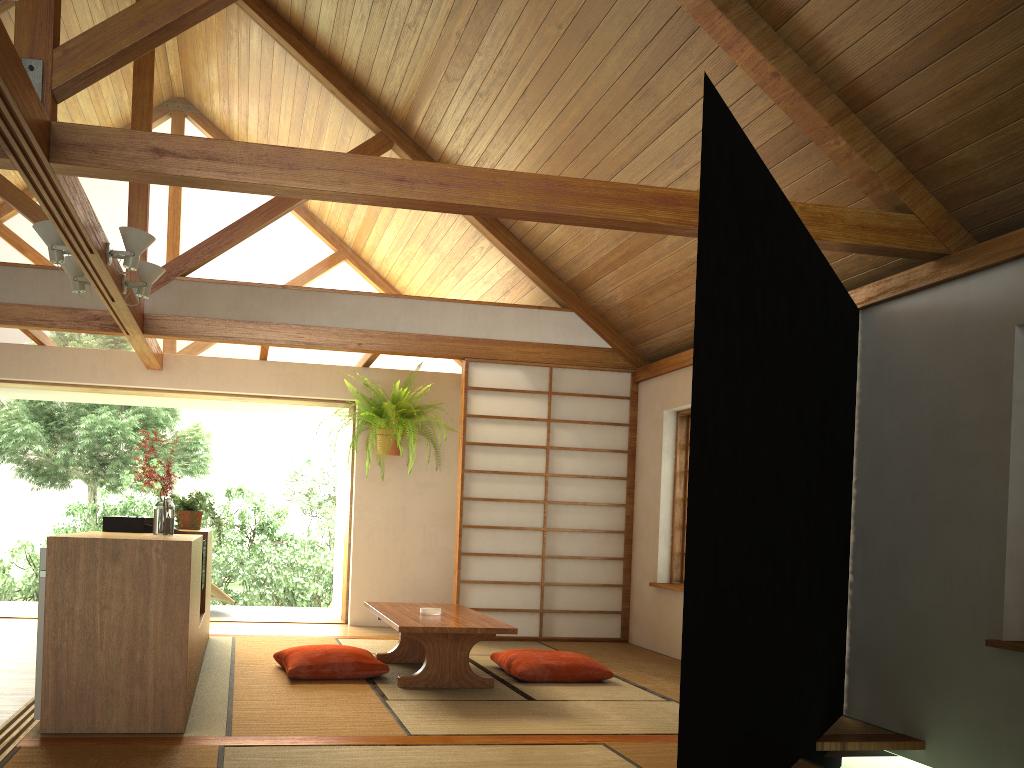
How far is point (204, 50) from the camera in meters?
5.9

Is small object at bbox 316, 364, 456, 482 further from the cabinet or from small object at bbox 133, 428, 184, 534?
small object at bbox 133, 428, 184, 534

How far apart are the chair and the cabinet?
2.84m

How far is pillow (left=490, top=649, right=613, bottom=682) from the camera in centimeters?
478cm

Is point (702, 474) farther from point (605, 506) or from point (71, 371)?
point (71, 371)

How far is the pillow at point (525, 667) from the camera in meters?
4.8 m

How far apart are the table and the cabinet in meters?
0.9

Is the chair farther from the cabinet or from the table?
the table

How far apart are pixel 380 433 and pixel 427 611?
2.59m

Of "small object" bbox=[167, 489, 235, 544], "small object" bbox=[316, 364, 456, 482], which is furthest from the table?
"small object" bbox=[316, 364, 456, 482]
